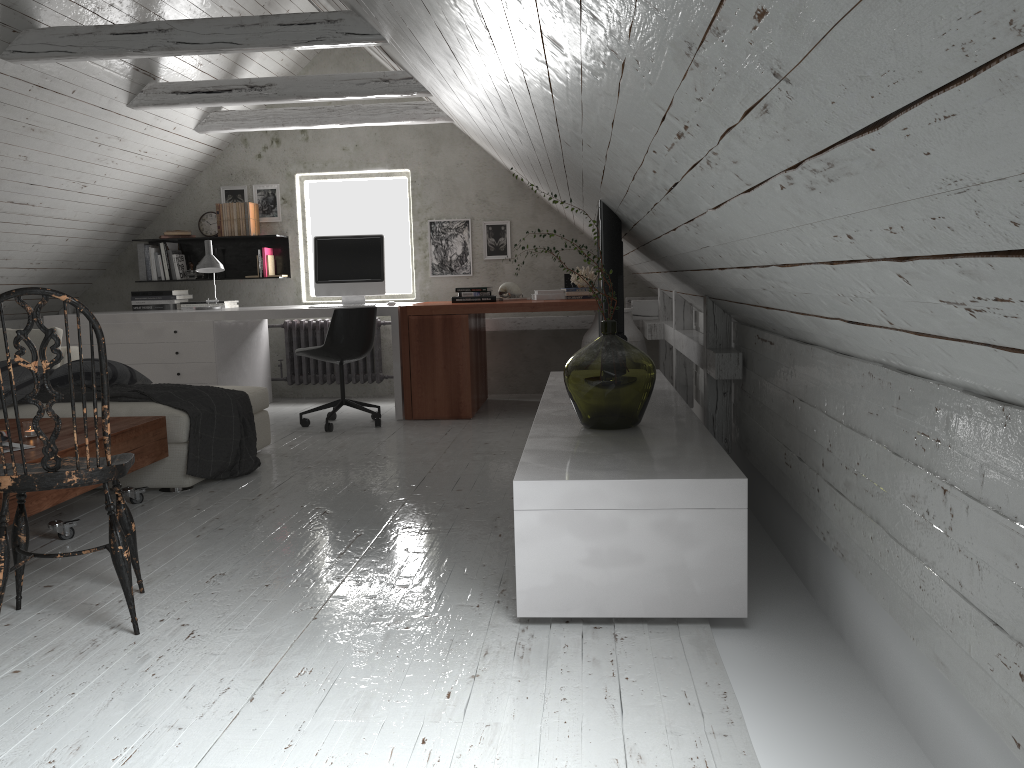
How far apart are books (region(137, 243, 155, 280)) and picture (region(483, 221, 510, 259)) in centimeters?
266cm

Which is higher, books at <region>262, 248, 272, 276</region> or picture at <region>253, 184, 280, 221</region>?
picture at <region>253, 184, 280, 221</region>

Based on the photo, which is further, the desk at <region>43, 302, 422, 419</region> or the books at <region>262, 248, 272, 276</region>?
the books at <region>262, 248, 272, 276</region>

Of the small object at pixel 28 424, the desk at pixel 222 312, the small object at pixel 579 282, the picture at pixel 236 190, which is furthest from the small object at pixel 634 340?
the small object at pixel 28 424

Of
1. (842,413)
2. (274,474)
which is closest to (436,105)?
(274,474)

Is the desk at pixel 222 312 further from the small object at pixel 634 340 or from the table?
the table

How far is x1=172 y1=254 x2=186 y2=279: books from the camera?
6.88m

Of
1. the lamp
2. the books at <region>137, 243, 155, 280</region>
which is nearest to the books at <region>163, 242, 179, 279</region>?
the books at <region>137, 243, 155, 280</region>

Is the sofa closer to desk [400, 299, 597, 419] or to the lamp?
desk [400, 299, 597, 419]

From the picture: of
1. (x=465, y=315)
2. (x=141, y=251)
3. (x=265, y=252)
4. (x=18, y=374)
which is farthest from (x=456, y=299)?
(x=18, y=374)
